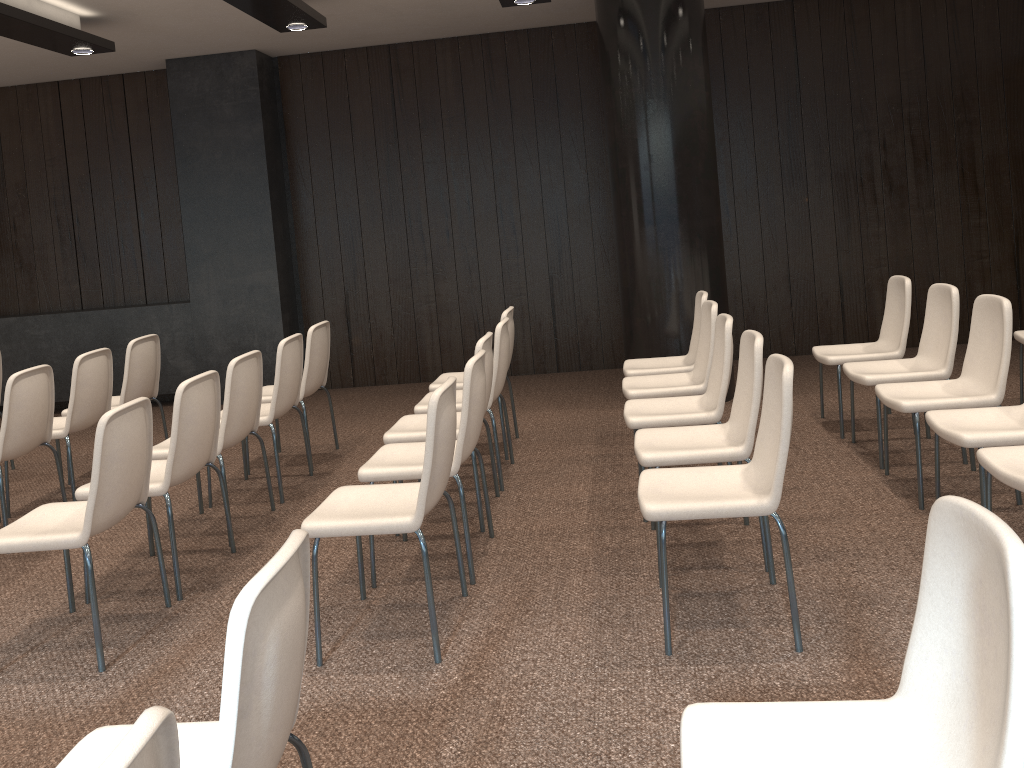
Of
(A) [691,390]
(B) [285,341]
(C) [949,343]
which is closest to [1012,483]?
(C) [949,343]

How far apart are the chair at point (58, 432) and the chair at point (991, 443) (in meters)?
4.50

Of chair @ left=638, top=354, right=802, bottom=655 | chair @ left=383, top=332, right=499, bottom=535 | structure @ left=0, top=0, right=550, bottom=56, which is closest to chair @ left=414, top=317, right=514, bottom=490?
chair @ left=383, top=332, right=499, bottom=535

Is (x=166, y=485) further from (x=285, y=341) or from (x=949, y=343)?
(x=949, y=343)

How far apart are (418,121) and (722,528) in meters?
5.2

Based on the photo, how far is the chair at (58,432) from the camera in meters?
5.1

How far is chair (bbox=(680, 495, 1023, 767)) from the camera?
1.41m

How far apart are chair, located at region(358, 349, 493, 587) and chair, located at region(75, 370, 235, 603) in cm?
75

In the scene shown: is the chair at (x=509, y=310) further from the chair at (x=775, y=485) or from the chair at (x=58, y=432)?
the chair at (x=775, y=485)

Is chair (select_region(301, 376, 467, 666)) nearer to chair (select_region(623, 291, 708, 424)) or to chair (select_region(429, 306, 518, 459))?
chair (select_region(429, 306, 518, 459))
